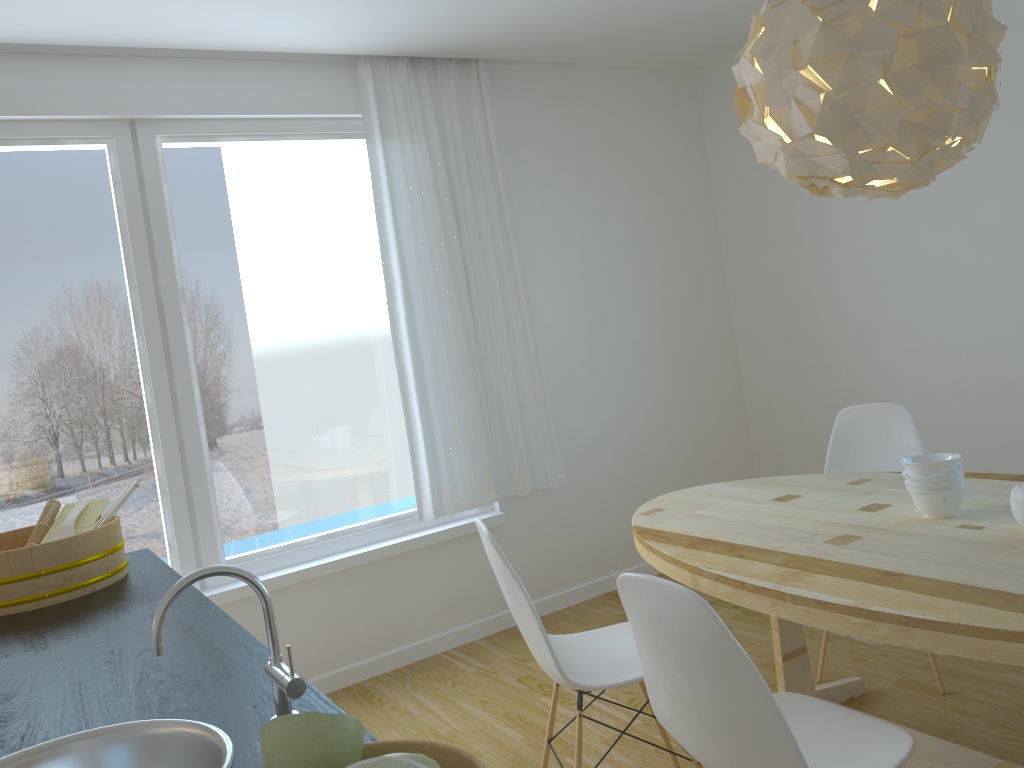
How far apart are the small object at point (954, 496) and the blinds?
2.05m

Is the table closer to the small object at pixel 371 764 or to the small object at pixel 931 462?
the small object at pixel 931 462

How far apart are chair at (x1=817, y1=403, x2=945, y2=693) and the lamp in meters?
1.3

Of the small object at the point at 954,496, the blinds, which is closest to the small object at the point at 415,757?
the small object at the point at 954,496

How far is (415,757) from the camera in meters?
0.7

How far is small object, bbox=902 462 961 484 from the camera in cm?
234

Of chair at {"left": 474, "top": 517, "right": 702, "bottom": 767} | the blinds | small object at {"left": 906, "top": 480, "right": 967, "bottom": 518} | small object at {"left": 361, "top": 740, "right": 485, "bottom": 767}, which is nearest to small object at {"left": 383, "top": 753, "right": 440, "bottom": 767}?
small object at {"left": 361, "top": 740, "right": 485, "bottom": 767}

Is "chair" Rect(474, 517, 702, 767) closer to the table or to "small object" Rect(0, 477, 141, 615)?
the table

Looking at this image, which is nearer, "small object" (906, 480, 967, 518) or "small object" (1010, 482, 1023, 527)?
"small object" (1010, 482, 1023, 527)

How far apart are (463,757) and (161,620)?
0.6 meters
